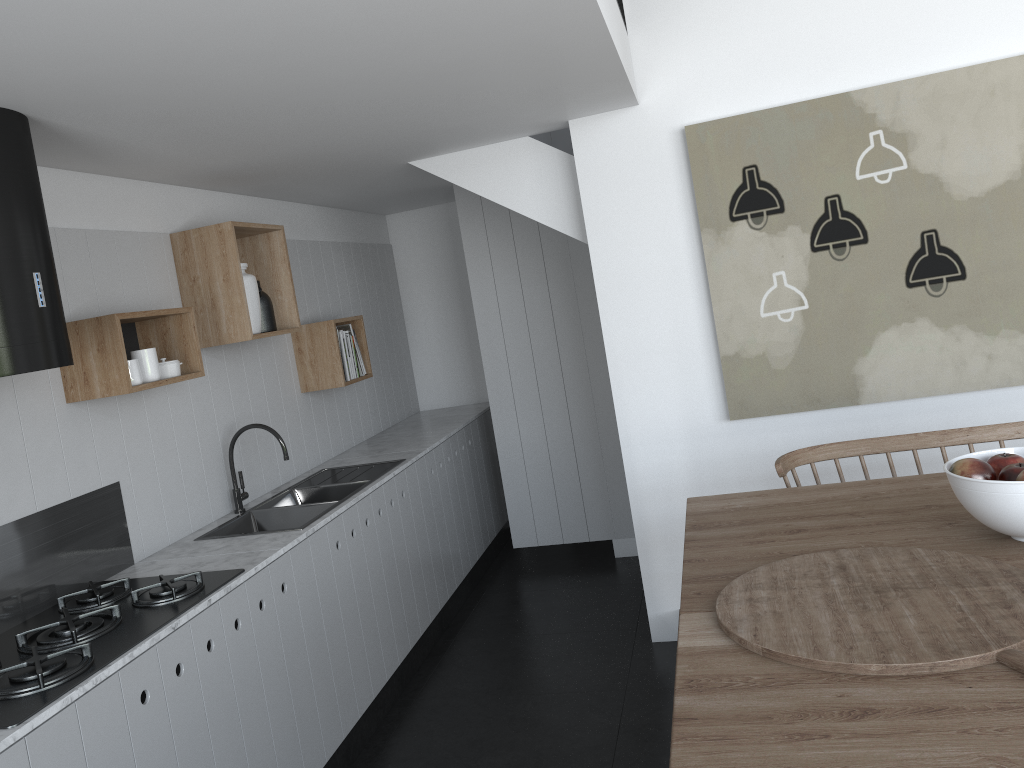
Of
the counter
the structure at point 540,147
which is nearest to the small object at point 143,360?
the counter

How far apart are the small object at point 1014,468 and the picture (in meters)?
1.51

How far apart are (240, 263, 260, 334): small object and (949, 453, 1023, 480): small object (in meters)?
2.63

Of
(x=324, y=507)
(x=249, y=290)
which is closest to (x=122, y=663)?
(x=324, y=507)

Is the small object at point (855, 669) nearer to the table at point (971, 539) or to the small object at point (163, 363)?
the table at point (971, 539)

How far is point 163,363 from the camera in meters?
3.1 m

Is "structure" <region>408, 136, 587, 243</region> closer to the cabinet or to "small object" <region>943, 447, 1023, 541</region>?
the cabinet

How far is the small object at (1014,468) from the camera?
2.0m

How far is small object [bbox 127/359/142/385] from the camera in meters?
2.8

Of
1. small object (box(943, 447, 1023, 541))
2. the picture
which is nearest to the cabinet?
the picture
